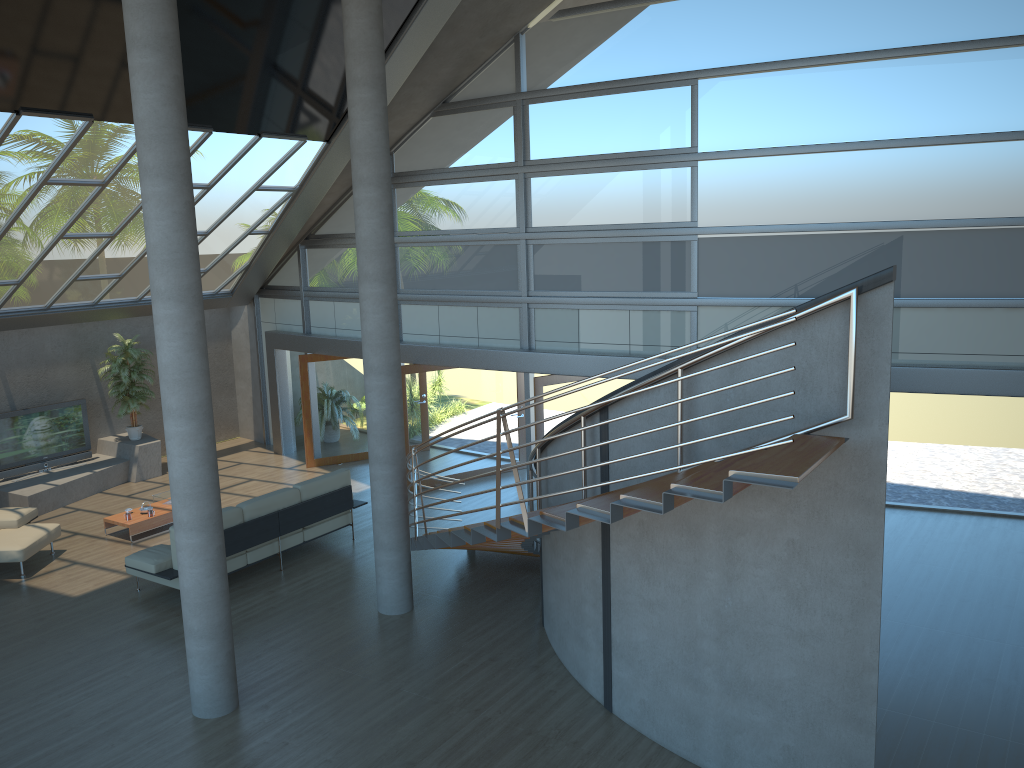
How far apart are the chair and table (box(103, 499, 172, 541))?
0.7 meters

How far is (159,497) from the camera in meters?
12.6 m

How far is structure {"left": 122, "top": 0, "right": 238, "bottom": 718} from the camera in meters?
6.5

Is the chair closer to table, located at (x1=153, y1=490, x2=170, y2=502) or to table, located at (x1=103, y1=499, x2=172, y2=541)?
table, located at (x1=103, y1=499, x2=172, y2=541)

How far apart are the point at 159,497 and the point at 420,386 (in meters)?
4.08

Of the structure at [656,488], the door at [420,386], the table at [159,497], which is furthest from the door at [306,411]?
the structure at [656,488]

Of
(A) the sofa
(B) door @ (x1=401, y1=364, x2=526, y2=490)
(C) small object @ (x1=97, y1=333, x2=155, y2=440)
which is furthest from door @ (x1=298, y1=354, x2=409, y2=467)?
(A) the sofa

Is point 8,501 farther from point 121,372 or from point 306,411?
point 306,411

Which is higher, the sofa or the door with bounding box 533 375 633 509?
the door with bounding box 533 375 633 509

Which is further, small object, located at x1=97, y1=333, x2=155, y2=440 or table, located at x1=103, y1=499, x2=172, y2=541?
small object, located at x1=97, y1=333, x2=155, y2=440
